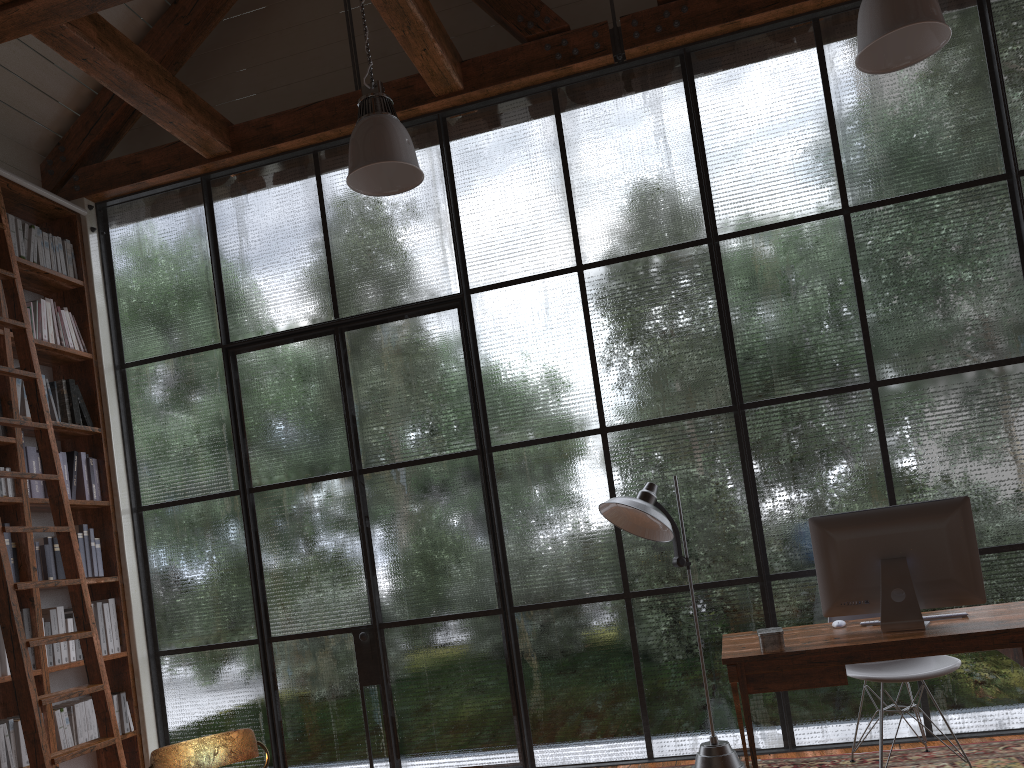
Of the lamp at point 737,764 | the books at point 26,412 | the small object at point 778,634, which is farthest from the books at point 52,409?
the small object at point 778,634

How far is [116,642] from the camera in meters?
4.9 m

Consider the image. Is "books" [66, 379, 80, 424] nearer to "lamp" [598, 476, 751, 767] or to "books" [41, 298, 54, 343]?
"books" [41, 298, 54, 343]

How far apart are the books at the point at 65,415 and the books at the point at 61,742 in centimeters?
154cm

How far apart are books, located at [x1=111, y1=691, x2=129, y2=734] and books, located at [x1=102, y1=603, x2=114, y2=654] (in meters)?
0.24

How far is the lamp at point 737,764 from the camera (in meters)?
3.65

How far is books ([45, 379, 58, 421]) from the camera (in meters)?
4.81

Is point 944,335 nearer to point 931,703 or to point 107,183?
point 931,703

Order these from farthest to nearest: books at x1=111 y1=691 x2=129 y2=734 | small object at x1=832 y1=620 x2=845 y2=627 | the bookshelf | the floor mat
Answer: books at x1=111 y1=691 x2=129 y2=734 → the bookshelf → the floor mat → small object at x1=832 y1=620 x2=845 y2=627

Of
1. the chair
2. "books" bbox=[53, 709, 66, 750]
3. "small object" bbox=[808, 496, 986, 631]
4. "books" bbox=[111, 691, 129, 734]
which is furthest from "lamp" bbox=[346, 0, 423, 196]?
"books" bbox=[111, 691, 129, 734]
